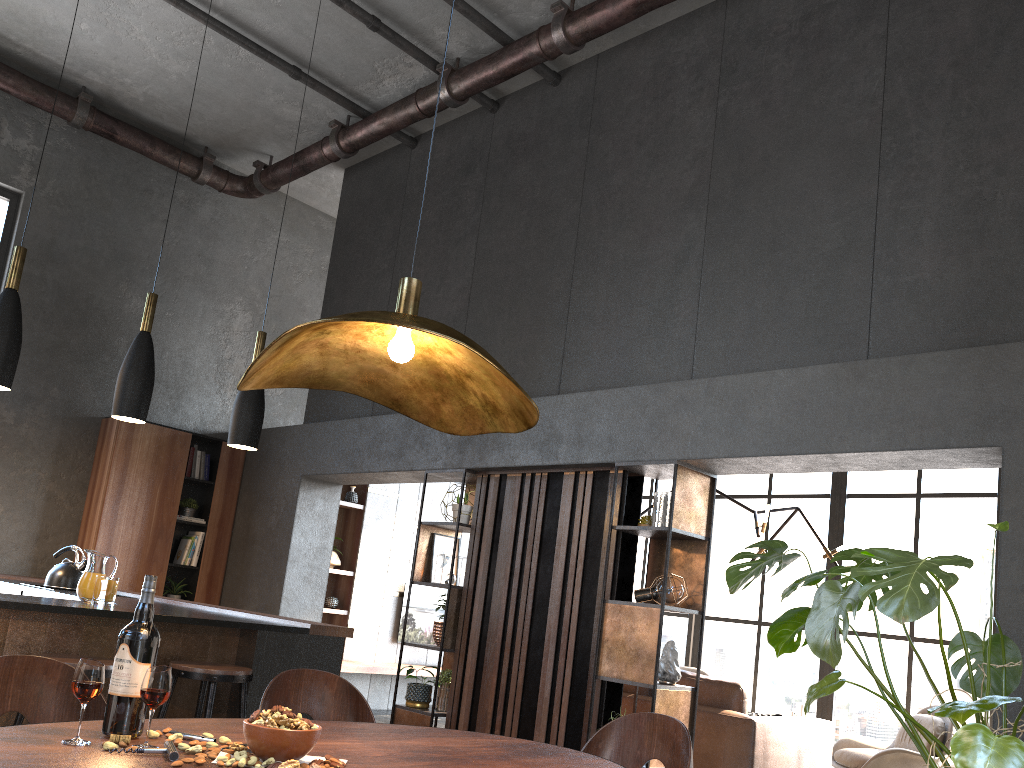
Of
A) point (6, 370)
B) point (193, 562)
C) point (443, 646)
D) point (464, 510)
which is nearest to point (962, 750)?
point (6, 370)

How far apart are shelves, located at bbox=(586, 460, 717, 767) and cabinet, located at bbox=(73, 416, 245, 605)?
4.2 meters

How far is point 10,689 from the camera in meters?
1.9 m

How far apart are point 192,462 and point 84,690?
6.58m

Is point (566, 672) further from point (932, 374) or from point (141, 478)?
point (141, 478)

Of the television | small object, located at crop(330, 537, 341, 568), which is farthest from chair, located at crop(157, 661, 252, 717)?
the television

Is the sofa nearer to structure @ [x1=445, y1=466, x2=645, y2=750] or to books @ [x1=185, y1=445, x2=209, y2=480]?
structure @ [x1=445, y1=466, x2=645, y2=750]

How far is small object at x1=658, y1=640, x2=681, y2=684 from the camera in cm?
469

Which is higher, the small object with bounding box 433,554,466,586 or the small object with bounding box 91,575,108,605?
the small object with bounding box 433,554,466,586

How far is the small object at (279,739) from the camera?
1.49m
